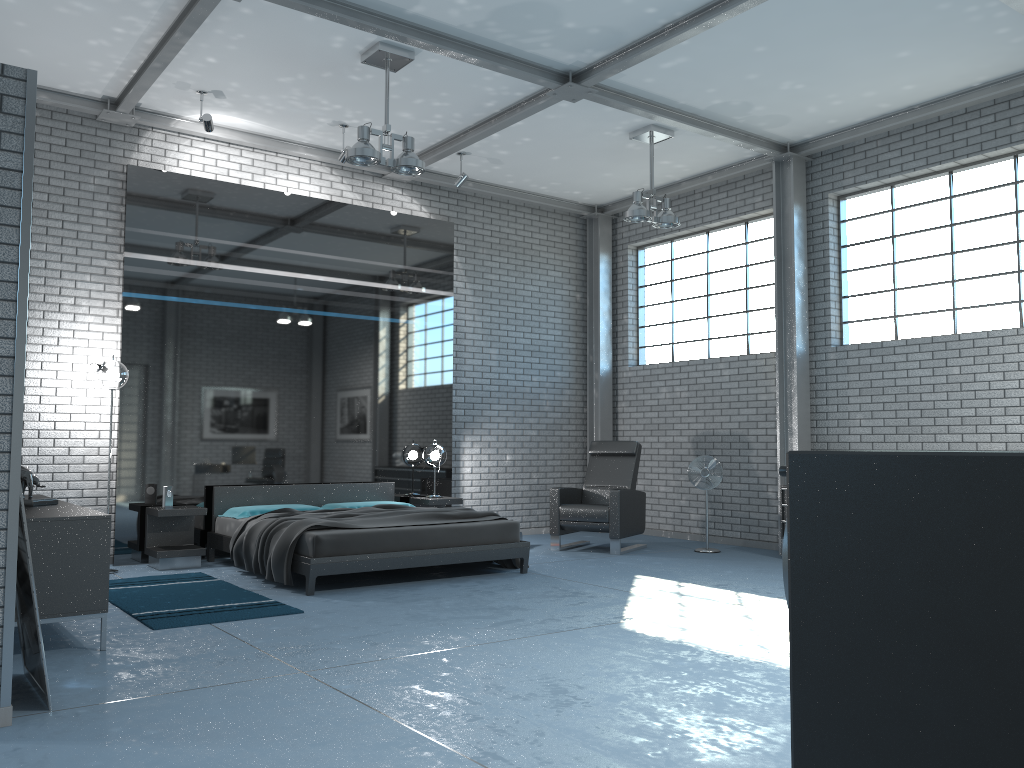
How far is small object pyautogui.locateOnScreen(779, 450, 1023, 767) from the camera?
0.5m

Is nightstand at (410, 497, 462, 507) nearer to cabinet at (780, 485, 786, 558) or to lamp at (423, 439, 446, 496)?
lamp at (423, 439, 446, 496)

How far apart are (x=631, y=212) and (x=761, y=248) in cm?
212

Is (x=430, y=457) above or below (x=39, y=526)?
above

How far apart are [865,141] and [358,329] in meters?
5.2

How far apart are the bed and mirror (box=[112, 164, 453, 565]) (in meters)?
0.15

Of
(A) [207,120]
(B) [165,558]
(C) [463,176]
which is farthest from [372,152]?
(B) [165,558]

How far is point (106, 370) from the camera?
7.2 meters

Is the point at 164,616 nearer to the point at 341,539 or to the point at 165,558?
the point at 341,539

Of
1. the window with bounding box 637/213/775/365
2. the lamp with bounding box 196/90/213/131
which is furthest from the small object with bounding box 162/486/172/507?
the window with bounding box 637/213/775/365
